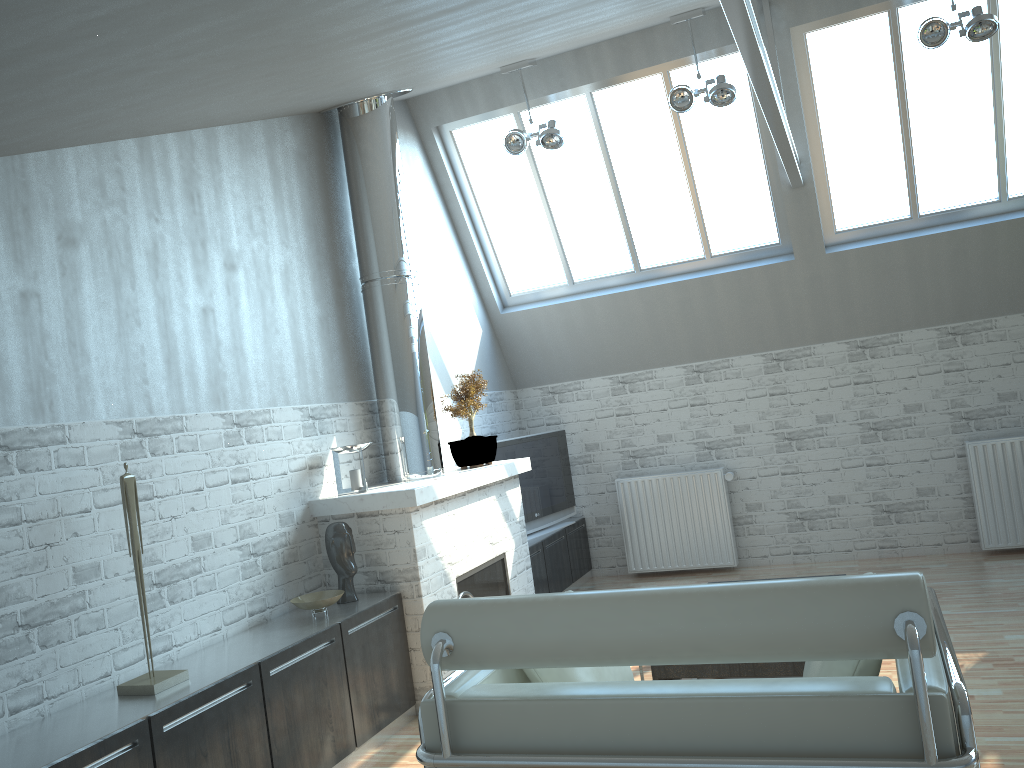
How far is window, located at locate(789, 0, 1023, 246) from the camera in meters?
11.1

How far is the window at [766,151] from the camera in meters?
12.3 m

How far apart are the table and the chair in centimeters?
225cm

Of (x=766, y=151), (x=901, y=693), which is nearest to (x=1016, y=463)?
(x=766, y=151)

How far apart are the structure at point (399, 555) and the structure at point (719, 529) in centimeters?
306cm

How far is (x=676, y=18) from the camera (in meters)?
10.55

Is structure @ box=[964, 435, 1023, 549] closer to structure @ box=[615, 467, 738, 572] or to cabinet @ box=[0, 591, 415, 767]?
structure @ box=[615, 467, 738, 572]

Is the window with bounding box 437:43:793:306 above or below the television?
above

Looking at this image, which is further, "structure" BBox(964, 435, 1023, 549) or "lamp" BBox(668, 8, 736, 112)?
"structure" BBox(964, 435, 1023, 549)

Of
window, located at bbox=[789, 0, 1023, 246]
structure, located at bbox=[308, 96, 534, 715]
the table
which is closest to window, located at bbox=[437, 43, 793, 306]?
window, located at bbox=[789, 0, 1023, 246]
